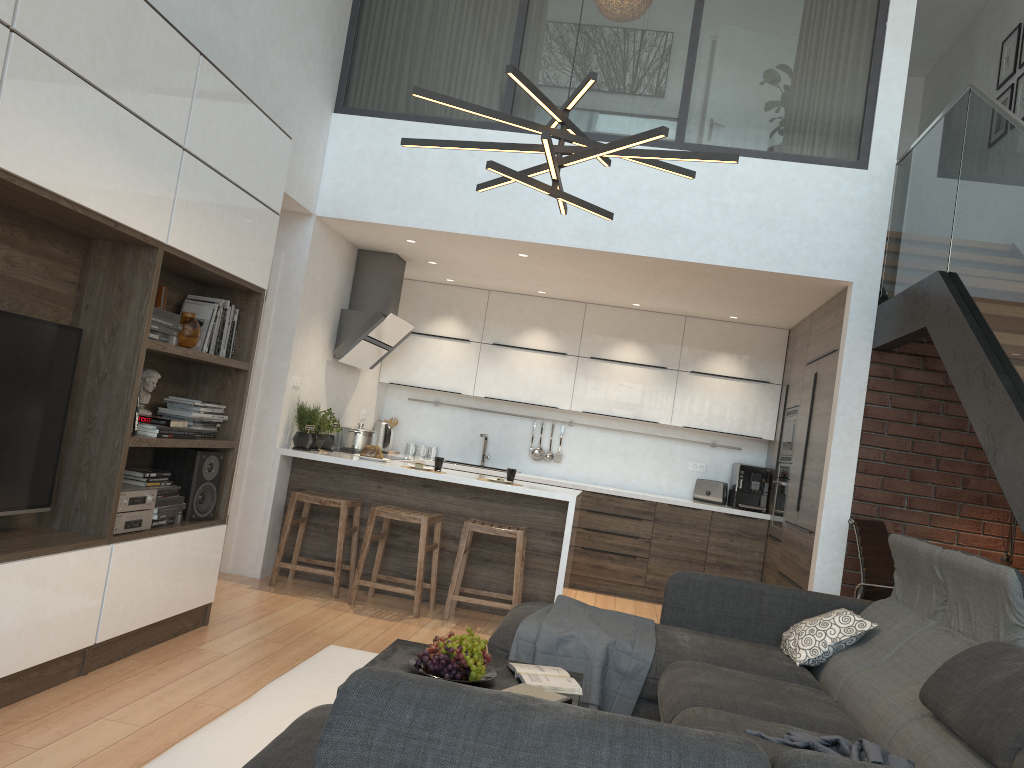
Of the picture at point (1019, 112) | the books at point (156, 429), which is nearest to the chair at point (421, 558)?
the books at point (156, 429)

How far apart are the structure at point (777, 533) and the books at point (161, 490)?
4.4m

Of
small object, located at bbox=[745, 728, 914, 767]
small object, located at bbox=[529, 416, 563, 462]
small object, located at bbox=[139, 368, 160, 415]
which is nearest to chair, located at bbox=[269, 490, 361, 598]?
small object, located at bbox=[139, 368, 160, 415]

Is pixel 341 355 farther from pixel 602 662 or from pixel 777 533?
pixel 602 662

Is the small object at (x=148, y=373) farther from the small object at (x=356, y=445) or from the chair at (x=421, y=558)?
the small object at (x=356, y=445)

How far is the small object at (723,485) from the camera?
7.5m

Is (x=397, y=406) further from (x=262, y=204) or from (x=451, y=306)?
(x=262, y=204)

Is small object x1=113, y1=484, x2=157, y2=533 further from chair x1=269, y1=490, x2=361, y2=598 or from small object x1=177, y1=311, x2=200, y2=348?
chair x1=269, y1=490, x2=361, y2=598

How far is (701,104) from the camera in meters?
5.7 m

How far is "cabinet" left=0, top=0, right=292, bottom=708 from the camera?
2.8m
